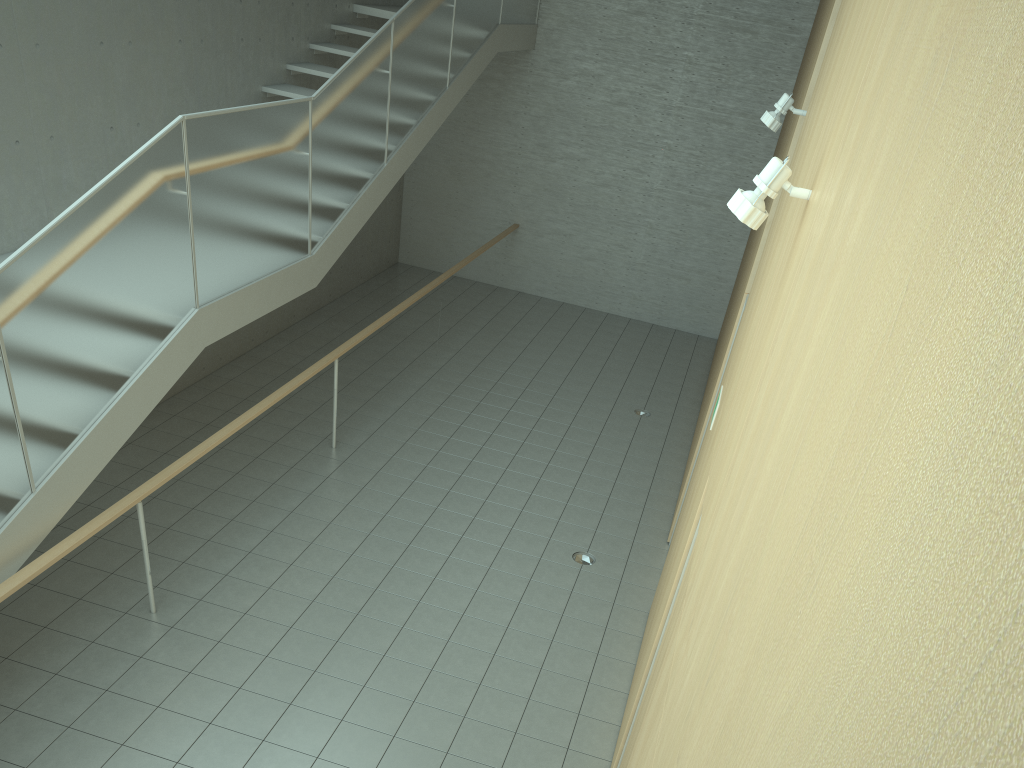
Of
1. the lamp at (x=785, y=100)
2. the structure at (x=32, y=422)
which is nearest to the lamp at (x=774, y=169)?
the lamp at (x=785, y=100)

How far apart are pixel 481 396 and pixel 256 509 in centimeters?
327cm

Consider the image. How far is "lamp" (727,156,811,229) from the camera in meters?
2.6 m

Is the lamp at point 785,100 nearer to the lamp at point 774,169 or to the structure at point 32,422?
the lamp at point 774,169

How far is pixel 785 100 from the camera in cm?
522

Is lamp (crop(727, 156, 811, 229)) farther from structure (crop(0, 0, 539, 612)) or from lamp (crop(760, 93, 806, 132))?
structure (crop(0, 0, 539, 612))

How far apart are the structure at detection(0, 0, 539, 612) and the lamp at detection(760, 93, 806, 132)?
3.3m

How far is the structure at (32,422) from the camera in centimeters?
420cm

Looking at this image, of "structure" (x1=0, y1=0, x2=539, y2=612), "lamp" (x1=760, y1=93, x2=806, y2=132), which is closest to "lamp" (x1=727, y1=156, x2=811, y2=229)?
"lamp" (x1=760, y1=93, x2=806, y2=132)

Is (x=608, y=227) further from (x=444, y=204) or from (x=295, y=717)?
(x=295, y=717)
